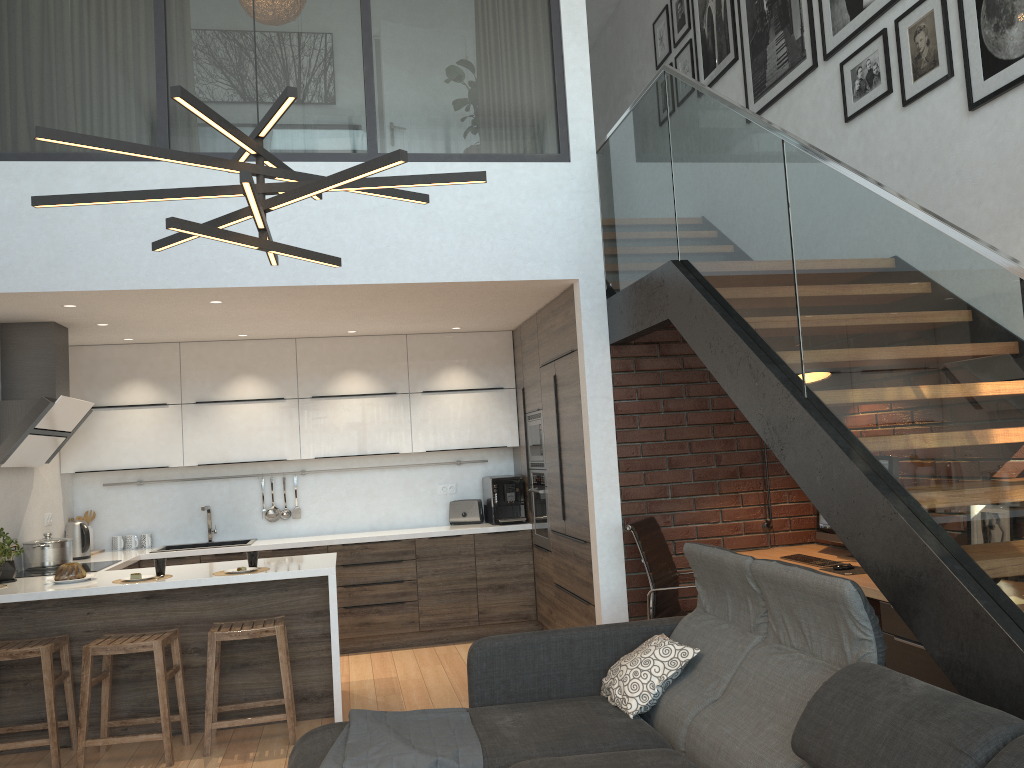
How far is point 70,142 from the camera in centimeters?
204cm

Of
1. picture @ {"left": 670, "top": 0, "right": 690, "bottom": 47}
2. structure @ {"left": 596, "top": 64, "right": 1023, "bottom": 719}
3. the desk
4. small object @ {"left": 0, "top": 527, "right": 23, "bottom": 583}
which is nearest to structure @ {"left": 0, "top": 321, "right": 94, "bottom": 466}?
small object @ {"left": 0, "top": 527, "right": 23, "bottom": 583}

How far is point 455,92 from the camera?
5.2m

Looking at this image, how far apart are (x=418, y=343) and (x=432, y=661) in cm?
245

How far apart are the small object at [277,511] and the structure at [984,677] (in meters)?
3.36

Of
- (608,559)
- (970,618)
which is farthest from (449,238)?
(970,618)

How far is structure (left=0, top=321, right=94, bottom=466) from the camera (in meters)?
5.23

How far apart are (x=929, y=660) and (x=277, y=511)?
5.04m

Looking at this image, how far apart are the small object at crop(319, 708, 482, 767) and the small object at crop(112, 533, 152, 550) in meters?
4.1

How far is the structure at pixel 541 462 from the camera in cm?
642
